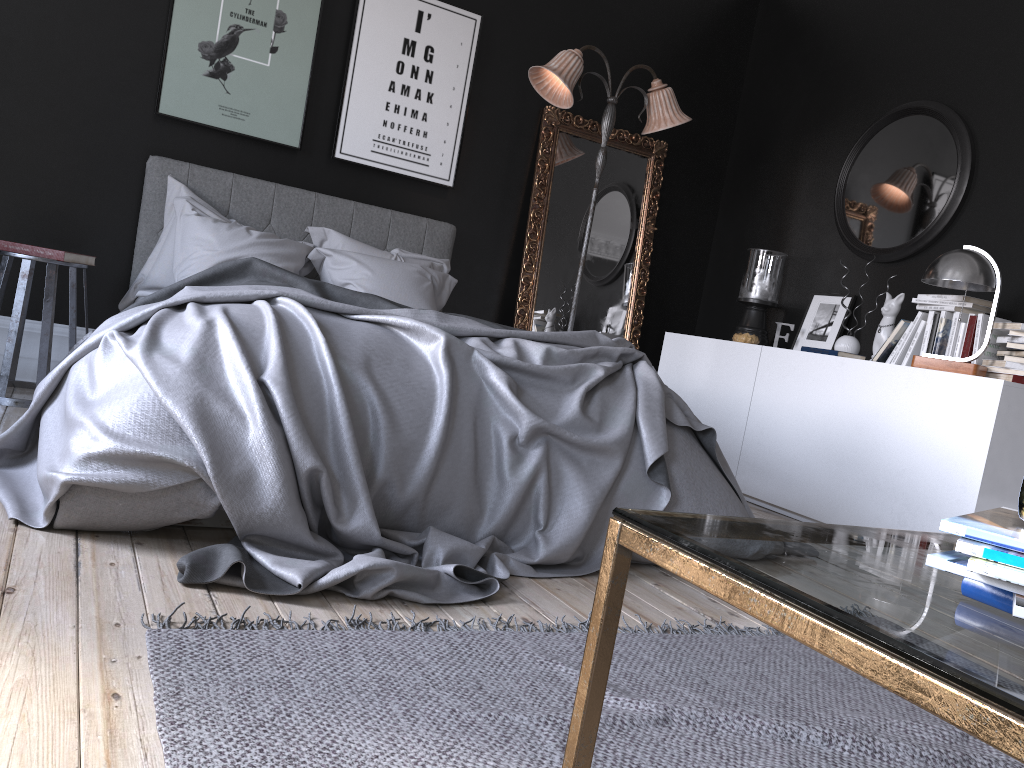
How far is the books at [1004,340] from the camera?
4.1m

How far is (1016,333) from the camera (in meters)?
3.97

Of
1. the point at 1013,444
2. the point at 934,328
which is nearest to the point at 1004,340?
the point at 934,328

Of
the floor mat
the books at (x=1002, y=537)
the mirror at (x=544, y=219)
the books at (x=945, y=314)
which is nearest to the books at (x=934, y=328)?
the books at (x=945, y=314)

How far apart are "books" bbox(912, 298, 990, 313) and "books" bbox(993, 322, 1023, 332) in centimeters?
24cm

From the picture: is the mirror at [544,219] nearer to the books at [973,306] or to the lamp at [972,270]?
the books at [973,306]

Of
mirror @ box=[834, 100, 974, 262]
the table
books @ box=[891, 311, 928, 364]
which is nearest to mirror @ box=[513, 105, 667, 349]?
mirror @ box=[834, 100, 974, 262]

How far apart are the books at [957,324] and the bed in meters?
1.6 m

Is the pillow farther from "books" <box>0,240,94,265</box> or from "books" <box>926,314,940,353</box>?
"books" <box>926,314,940,353</box>

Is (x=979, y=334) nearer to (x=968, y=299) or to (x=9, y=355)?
(x=968, y=299)
